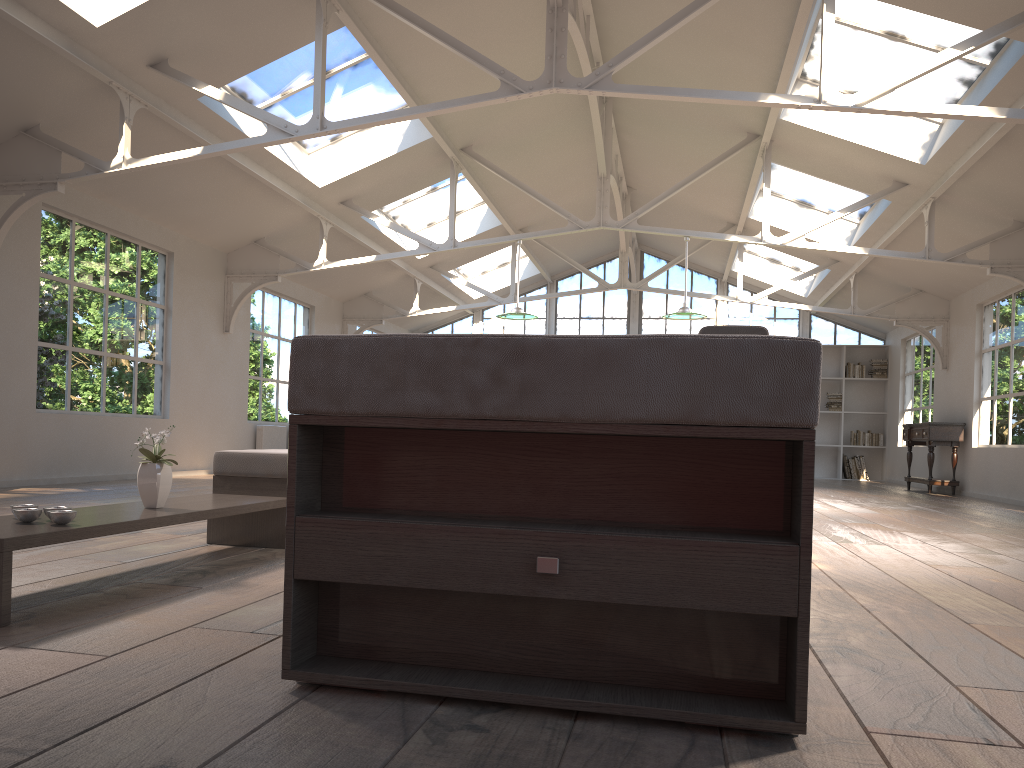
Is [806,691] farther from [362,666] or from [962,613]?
[962,613]

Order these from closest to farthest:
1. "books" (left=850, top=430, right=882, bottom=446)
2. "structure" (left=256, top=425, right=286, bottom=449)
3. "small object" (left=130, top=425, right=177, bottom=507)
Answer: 1. "small object" (left=130, top=425, right=177, bottom=507)
2. "structure" (left=256, top=425, right=286, bottom=449)
3. "books" (left=850, top=430, right=882, bottom=446)

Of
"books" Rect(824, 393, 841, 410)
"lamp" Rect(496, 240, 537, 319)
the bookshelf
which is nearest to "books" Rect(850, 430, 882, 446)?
the bookshelf

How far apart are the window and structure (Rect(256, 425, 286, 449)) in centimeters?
638cm

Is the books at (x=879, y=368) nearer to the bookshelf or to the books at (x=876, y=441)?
the bookshelf

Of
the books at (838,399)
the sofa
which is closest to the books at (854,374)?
the books at (838,399)

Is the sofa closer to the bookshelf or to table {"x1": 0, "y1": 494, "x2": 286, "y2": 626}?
table {"x1": 0, "y1": 494, "x2": 286, "y2": 626}

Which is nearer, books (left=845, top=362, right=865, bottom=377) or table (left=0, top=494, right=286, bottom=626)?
table (left=0, top=494, right=286, bottom=626)

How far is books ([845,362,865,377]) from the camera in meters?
15.6 m

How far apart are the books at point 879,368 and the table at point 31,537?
13.84m
